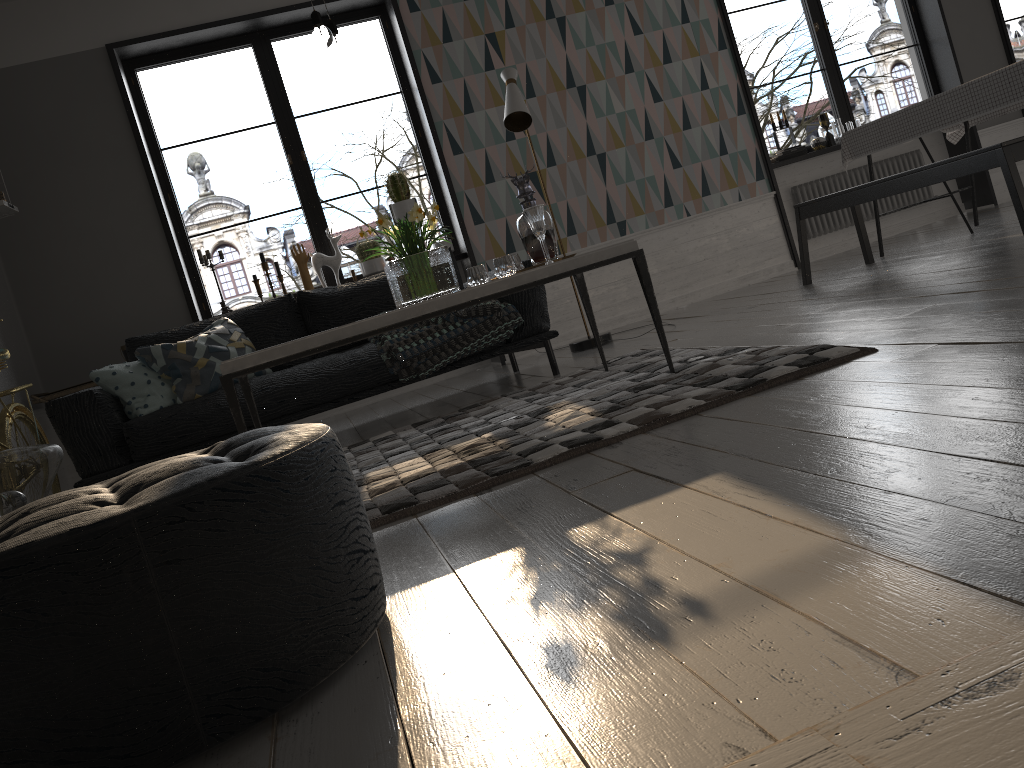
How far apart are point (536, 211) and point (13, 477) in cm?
201

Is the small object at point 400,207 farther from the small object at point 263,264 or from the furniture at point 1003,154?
the furniture at point 1003,154

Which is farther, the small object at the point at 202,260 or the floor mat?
the small object at the point at 202,260

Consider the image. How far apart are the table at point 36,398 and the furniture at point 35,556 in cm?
373

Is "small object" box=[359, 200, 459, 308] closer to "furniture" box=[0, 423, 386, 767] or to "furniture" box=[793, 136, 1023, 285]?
"furniture" box=[0, 423, 386, 767]

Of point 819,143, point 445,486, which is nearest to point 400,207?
point 819,143

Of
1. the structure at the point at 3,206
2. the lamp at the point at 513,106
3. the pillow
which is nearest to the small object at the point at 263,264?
the pillow

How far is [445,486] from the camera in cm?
233

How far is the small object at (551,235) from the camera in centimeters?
348cm

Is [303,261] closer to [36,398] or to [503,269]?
[36,398]
